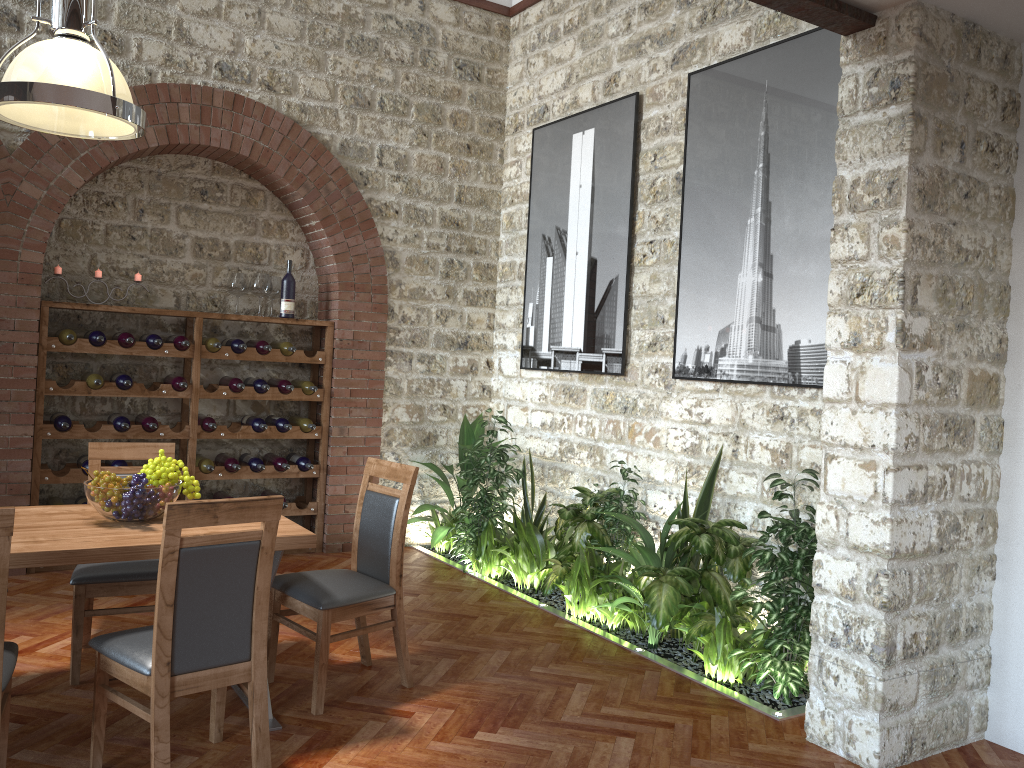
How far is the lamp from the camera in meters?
3.0 m

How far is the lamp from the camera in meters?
Result: 3.0

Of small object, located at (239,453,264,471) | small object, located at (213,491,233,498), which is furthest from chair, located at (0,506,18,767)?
small object, located at (213,491,233,498)

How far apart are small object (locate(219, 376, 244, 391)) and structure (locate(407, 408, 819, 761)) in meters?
1.6 m

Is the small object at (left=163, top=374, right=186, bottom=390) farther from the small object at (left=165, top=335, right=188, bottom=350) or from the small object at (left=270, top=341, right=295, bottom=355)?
the small object at (left=270, top=341, right=295, bottom=355)

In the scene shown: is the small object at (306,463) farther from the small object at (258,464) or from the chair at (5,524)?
the chair at (5,524)

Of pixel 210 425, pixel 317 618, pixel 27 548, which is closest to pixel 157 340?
pixel 210 425

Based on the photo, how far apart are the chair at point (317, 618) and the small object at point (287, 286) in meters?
2.6 m

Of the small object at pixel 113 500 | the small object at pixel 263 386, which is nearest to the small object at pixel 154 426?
the small object at pixel 263 386

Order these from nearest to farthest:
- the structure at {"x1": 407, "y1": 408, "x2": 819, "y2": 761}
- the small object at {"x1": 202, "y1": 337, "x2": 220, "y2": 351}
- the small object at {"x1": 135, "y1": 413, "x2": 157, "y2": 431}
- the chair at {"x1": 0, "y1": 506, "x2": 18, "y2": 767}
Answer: the chair at {"x1": 0, "y1": 506, "x2": 18, "y2": 767} → the structure at {"x1": 407, "y1": 408, "x2": 819, "y2": 761} → the small object at {"x1": 135, "y1": 413, "x2": 157, "y2": 431} → the small object at {"x1": 202, "y1": 337, "x2": 220, "y2": 351}
